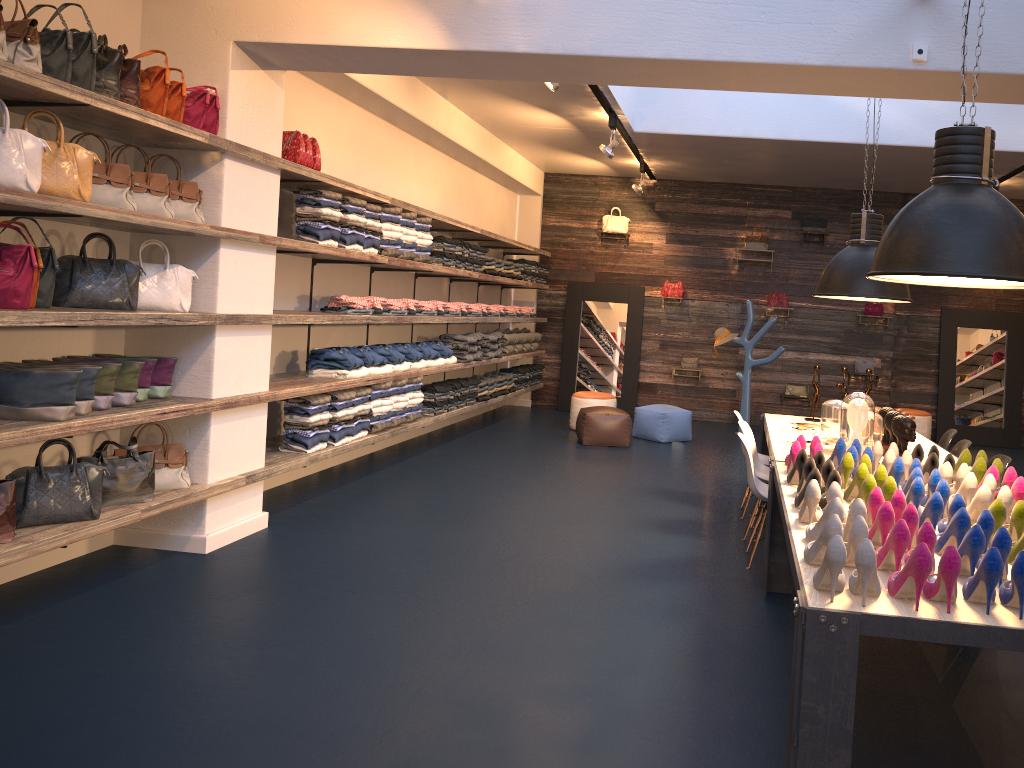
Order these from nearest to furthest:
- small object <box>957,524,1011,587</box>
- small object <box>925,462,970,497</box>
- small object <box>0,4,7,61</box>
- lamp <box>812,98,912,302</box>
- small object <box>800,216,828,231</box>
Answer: small object <box>957,524,1011,587</box>, small object <box>0,4,7,61</box>, small object <box>925,462,970,497</box>, lamp <box>812,98,912,302</box>, small object <box>800,216,828,231</box>

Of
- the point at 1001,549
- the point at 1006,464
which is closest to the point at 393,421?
the point at 1006,464

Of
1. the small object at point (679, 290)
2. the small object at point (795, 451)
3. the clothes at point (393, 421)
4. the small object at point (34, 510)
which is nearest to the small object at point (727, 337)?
the small object at point (679, 290)

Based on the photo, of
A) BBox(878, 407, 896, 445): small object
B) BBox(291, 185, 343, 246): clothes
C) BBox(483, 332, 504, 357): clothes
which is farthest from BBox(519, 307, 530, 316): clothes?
BBox(878, 407, 896, 445): small object

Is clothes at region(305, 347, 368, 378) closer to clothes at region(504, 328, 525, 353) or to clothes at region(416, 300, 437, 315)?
clothes at region(416, 300, 437, 315)

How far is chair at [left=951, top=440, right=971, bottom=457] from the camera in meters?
5.7

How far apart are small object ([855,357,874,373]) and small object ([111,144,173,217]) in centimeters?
968cm

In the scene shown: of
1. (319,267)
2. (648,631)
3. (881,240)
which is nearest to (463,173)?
(319,267)

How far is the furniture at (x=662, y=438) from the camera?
10.2m

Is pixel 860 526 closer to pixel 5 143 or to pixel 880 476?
pixel 880 476
